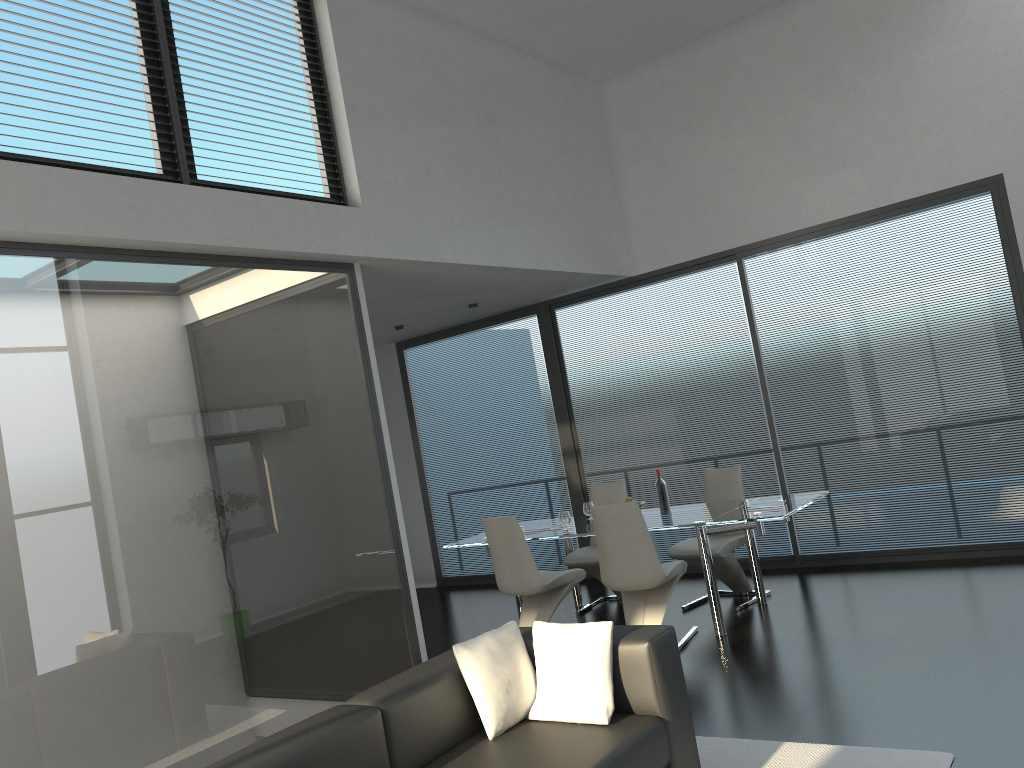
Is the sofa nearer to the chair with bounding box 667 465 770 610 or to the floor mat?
the floor mat

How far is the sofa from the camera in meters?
2.9

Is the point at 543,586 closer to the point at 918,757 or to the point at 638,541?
the point at 638,541

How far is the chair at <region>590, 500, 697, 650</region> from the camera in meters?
5.5 m

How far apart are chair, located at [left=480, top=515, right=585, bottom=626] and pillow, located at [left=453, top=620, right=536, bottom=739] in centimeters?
232cm

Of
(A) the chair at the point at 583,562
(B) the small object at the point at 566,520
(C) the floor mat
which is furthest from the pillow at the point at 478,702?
(A) the chair at the point at 583,562

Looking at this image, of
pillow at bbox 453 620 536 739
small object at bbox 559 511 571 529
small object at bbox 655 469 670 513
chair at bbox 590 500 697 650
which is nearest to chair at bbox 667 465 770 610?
small object at bbox 655 469 670 513

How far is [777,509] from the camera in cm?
561

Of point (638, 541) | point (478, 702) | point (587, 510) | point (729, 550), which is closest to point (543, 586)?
point (638, 541)

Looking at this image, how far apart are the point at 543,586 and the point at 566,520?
0.64m
